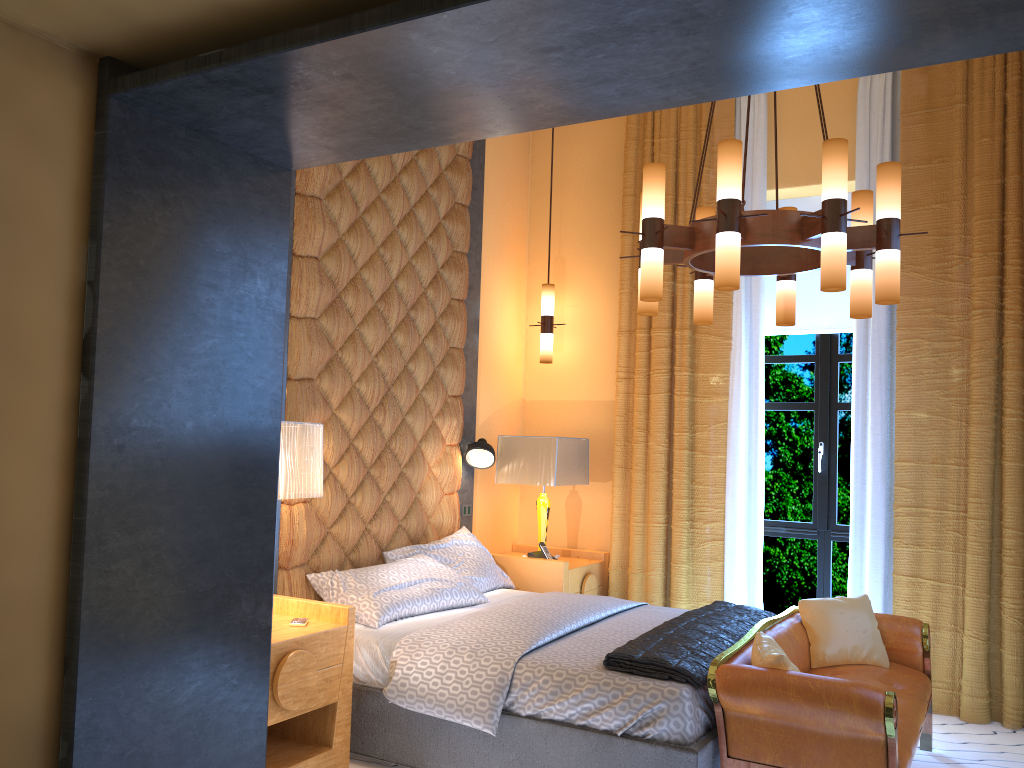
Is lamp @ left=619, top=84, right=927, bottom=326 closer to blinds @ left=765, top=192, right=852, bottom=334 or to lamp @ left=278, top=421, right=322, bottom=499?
lamp @ left=278, top=421, right=322, bottom=499

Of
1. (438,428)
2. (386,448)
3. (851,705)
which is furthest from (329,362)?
(851,705)

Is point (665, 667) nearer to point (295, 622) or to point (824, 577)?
point (295, 622)

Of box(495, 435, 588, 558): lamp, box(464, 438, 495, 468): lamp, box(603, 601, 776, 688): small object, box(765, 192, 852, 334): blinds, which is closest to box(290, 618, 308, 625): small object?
box(603, 601, 776, 688): small object

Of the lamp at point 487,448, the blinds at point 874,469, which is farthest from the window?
the lamp at point 487,448

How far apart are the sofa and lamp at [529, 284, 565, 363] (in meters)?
2.33

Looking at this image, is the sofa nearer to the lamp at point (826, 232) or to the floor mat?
the floor mat

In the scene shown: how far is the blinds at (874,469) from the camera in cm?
494

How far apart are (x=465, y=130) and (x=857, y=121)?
3.9 meters

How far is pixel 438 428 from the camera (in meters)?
5.22
